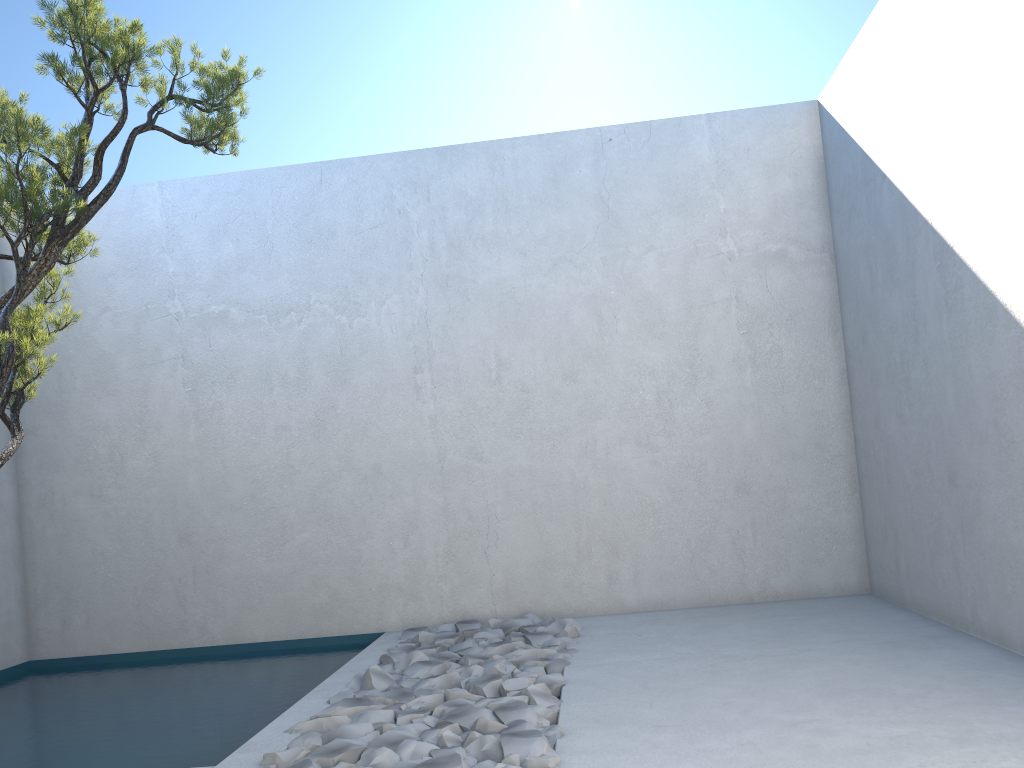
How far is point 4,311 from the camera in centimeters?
250cm

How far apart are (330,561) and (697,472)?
2.1m

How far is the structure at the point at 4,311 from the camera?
2.5m

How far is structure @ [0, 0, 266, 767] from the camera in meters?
2.5

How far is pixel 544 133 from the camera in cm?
517
